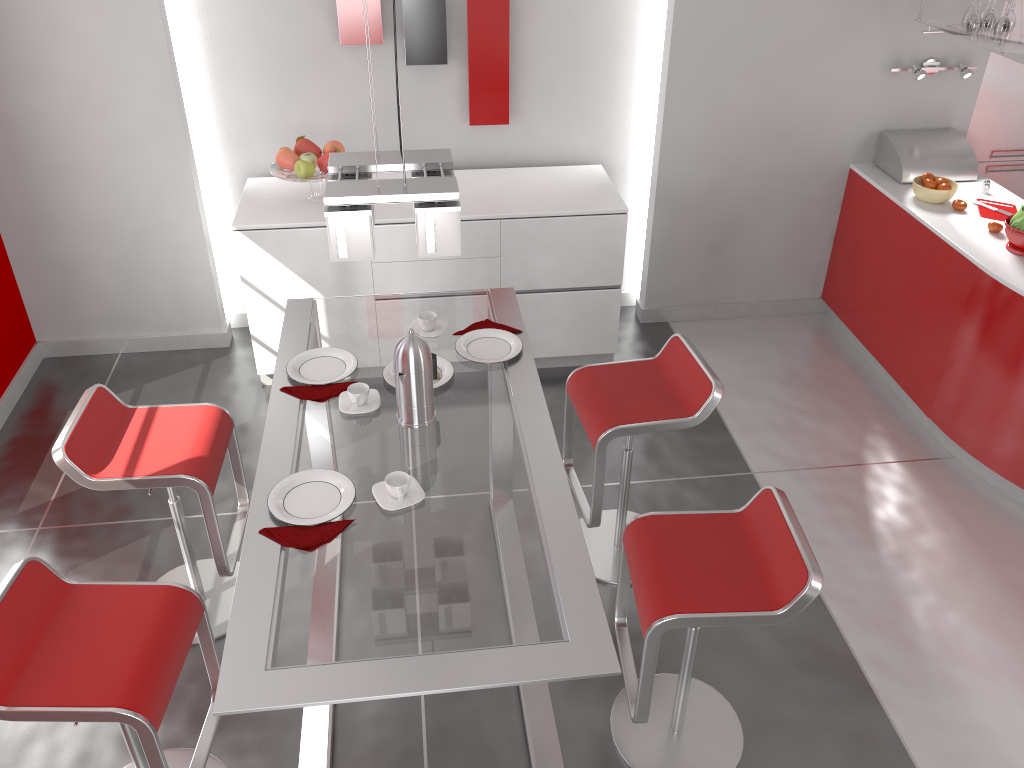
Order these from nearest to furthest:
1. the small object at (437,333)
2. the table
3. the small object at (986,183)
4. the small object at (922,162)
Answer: the table
the small object at (437,333)
the small object at (986,183)
the small object at (922,162)

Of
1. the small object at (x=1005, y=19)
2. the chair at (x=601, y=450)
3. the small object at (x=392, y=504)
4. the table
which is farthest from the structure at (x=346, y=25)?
the small object at (x=392, y=504)

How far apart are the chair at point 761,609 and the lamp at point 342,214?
1.0m

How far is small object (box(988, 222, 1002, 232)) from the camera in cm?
388

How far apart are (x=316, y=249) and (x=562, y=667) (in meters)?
2.73

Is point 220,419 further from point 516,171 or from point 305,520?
point 516,171

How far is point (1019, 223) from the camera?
3.7 meters

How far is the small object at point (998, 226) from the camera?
3.9 meters

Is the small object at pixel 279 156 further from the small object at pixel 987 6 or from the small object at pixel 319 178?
the small object at pixel 987 6

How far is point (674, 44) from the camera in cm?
421
